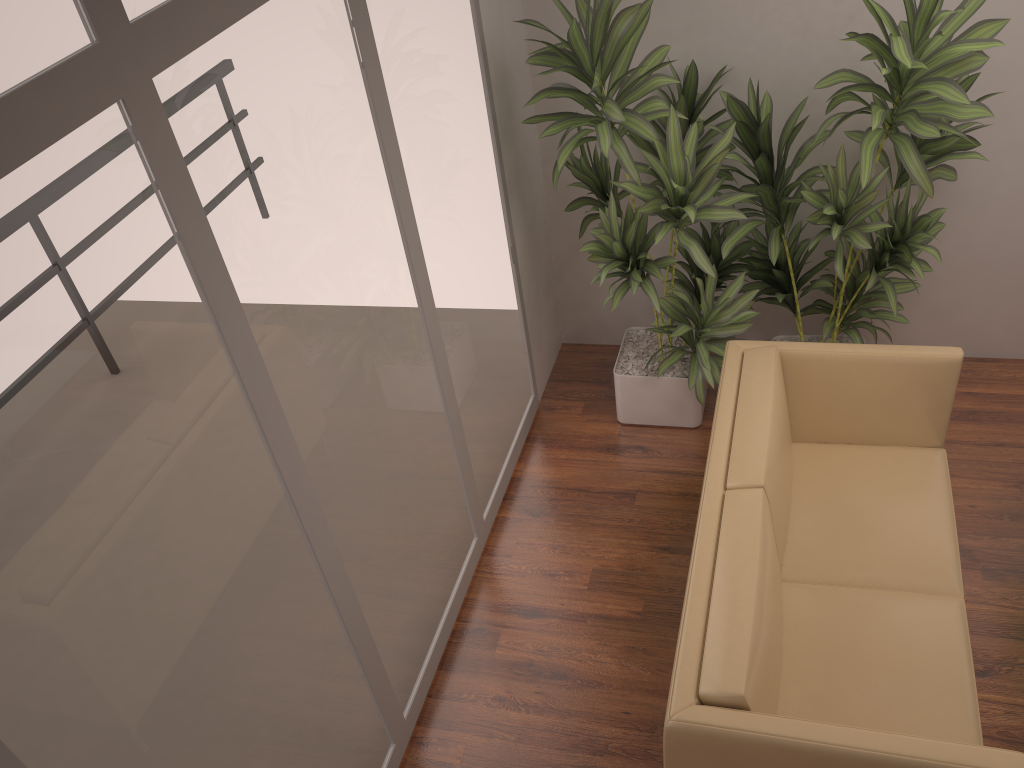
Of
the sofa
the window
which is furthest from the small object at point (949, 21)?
the window

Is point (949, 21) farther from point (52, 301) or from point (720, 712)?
point (52, 301)

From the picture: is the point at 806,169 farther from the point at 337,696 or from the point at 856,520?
the point at 337,696

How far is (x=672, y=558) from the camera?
3.72m

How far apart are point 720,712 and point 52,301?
1.80m

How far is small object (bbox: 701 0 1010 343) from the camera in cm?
304

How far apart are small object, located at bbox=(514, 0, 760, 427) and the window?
0.2m

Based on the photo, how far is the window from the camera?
1.6 meters

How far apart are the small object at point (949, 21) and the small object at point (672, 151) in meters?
0.1 m

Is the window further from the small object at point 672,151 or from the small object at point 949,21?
the small object at point 949,21
